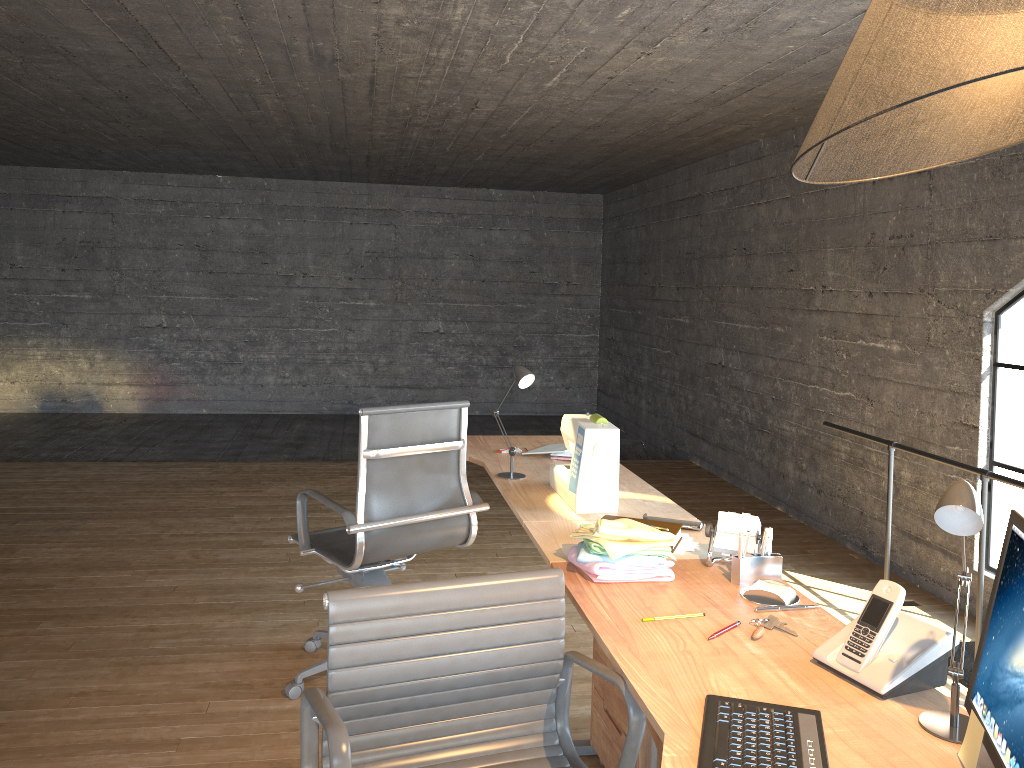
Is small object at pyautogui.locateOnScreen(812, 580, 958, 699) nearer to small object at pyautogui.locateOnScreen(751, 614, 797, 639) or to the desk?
the desk

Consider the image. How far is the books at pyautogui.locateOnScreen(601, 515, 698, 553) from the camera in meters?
2.4 m

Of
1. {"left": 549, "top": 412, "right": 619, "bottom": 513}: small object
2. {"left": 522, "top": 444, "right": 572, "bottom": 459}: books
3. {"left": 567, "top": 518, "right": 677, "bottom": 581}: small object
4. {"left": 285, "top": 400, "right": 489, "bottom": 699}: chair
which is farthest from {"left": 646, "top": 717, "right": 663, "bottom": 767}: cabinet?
{"left": 522, "top": 444, "right": 572, "bottom": 459}: books

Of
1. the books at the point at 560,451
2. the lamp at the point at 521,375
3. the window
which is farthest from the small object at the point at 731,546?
the window

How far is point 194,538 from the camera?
4.90m

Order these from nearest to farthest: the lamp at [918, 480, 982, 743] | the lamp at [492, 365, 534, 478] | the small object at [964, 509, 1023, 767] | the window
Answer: the small object at [964, 509, 1023, 767] < the lamp at [918, 480, 982, 743] < the lamp at [492, 365, 534, 478] < the window

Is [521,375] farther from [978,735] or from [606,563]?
[978,735]

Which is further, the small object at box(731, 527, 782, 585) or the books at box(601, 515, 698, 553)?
the books at box(601, 515, 698, 553)

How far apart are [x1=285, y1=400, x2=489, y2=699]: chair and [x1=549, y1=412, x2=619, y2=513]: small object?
0.3 meters

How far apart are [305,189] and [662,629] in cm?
858
